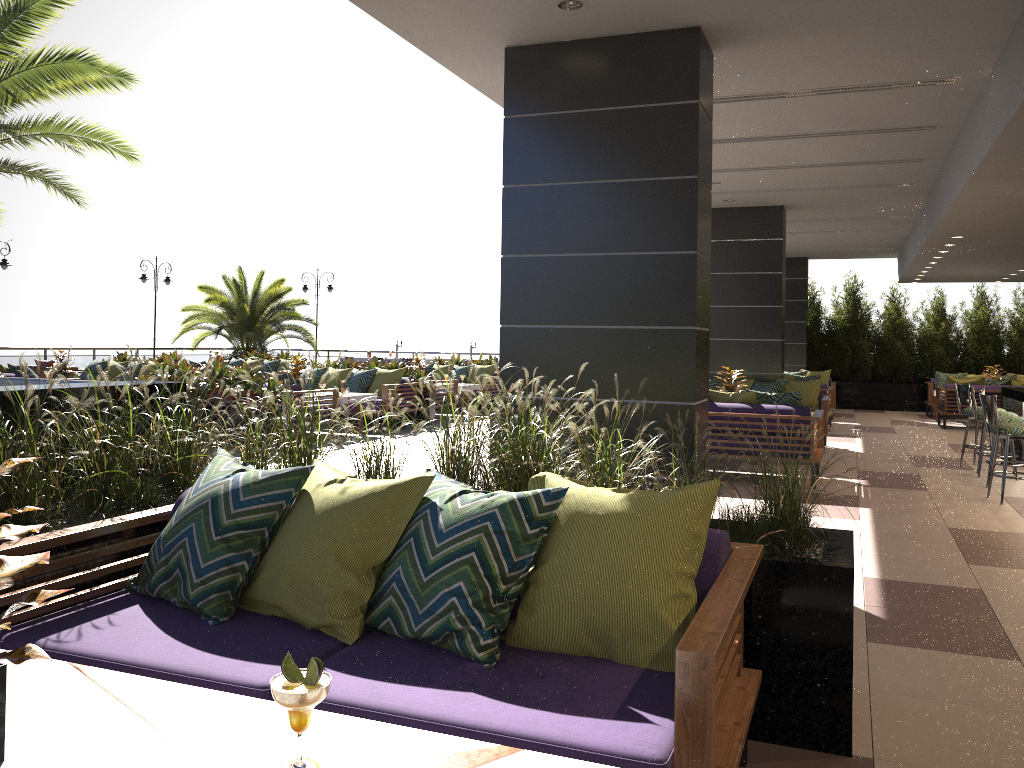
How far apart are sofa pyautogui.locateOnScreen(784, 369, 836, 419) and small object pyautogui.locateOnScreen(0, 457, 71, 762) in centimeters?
1679cm

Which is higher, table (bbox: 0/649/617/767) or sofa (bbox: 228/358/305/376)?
sofa (bbox: 228/358/305/376)

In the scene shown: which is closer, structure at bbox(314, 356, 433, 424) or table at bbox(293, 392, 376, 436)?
table at bbox(293, 392, 376, 436)

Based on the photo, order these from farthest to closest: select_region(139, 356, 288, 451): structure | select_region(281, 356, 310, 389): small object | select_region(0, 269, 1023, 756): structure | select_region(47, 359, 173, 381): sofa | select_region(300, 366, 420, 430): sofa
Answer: select_region(47, 359, 173, 381): sofa < select_region(300, 366, 420, 430): sofa < select_region(281, 356, 310, 389): small object < select_region(139, 356, 288, 451): structure < select_region(0, 269, 1023, 756): structure

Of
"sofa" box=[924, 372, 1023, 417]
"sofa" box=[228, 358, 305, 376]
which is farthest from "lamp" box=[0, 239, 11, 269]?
"sofa" box=[924, 372, 1023, 417]

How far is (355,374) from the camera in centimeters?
1362cm

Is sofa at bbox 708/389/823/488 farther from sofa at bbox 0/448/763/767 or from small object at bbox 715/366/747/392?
sofa at bbox 0/448/763/767

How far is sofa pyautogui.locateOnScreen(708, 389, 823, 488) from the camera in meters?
8.4

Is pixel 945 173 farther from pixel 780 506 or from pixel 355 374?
pixel 355 374

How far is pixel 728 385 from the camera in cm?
1034
